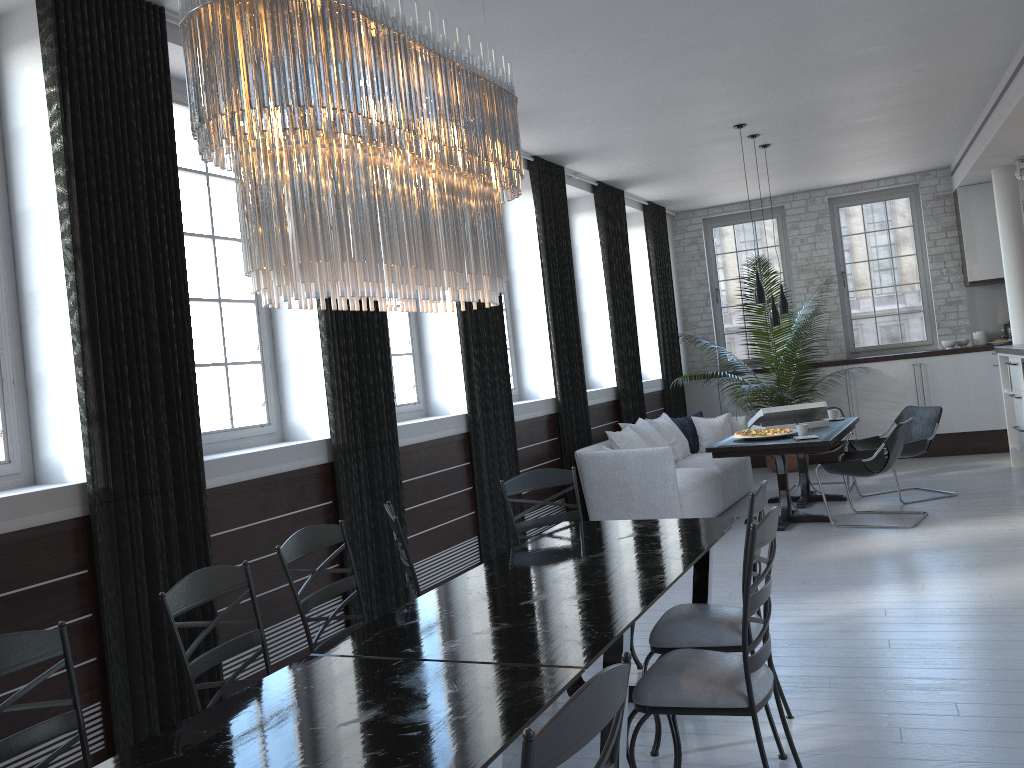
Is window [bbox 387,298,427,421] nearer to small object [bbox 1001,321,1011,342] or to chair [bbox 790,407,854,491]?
chair [bbox 790,407,854,491]

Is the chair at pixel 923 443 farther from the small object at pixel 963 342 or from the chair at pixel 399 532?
the chair at pixel 399 532

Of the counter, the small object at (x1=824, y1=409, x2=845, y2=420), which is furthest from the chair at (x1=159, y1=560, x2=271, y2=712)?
the counter

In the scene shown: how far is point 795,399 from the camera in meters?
10.3 m

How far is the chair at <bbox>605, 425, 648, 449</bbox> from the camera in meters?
7.7 m

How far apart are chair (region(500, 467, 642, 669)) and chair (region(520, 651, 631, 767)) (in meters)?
2.68

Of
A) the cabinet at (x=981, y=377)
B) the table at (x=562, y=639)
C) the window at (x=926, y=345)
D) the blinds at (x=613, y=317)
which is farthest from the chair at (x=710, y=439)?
the table at (x=562, y=639)

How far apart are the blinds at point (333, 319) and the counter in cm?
555

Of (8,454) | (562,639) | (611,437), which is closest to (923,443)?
(611,437)

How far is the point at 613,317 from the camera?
8.95m
